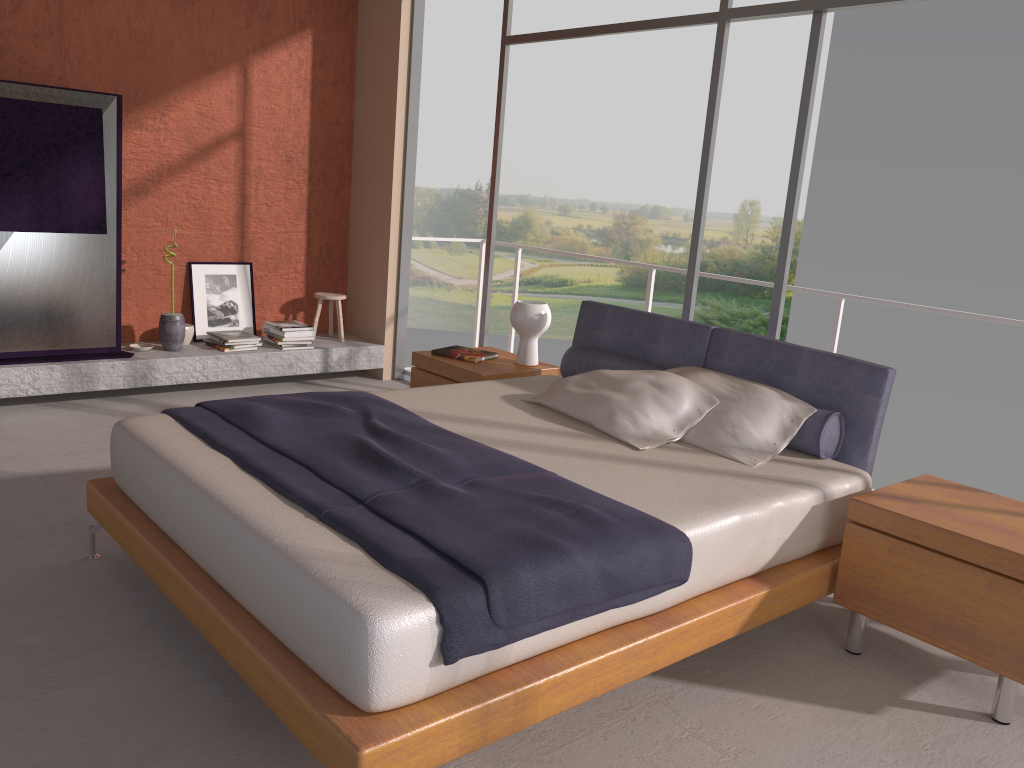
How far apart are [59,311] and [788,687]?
4.5 meters

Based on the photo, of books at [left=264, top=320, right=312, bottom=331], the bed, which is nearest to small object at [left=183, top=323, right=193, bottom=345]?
books at [left=264, top=320, right=312, bottom=331]

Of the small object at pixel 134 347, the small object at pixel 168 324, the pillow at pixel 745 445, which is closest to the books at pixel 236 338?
the small object at pixel 168 324

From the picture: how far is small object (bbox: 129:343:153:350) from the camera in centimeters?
573cm

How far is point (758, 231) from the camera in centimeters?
2330cm

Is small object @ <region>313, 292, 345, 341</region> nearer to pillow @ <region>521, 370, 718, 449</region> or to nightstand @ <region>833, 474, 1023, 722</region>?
pillow @ <region>521, 370, 718, 449</region>

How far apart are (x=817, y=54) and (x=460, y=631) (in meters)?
3.21

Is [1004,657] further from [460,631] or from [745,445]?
[460,631]

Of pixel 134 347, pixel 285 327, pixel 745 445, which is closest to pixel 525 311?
pixel 745 445

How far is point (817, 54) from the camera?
4.00m
